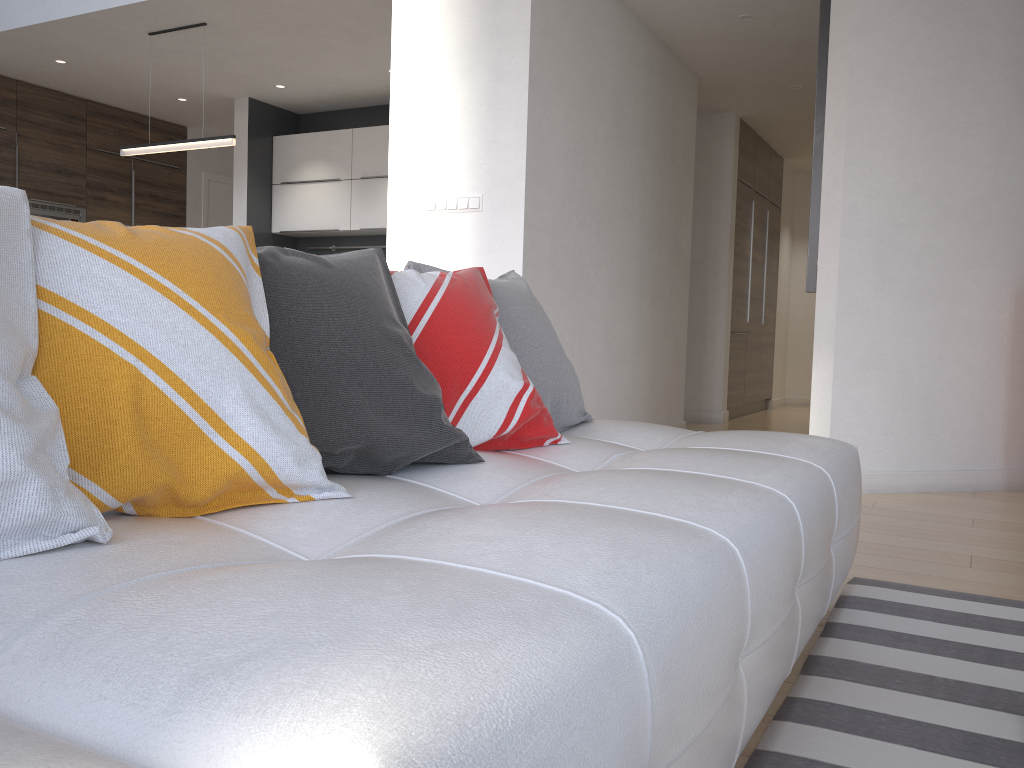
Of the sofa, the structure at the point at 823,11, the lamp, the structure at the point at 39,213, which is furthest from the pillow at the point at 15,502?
the structure at the point at 39,213

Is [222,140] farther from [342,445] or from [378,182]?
[342,445]

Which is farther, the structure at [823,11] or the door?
the door

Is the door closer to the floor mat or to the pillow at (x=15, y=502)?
the floor mat

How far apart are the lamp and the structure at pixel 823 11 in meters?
3.3

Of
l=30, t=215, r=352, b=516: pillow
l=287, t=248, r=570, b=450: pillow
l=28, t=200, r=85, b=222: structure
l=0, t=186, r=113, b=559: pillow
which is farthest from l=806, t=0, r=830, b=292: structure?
l=28, t=200, r=85, b=222: structure

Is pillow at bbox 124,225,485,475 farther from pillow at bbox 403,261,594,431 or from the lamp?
the lamp

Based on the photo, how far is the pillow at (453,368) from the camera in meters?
1.7 m

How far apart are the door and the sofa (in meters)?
7.08

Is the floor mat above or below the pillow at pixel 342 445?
below
